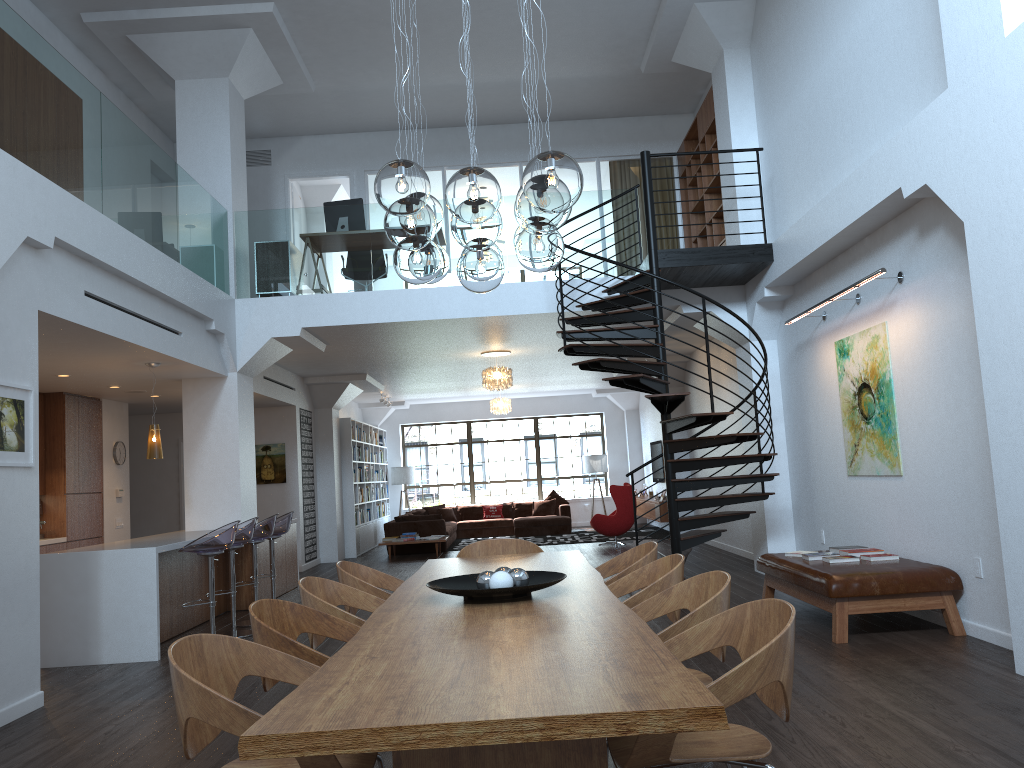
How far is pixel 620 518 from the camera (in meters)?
14.54

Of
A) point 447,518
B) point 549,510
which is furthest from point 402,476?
point 549,510

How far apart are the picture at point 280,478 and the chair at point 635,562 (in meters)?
9.15

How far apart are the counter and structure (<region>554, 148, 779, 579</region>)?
3.75m

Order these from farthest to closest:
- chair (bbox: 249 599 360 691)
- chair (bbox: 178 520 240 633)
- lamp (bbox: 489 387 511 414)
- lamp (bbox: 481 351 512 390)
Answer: lamp (bbox: 489 387 511 414)
lamp (bbox: 481 351 512 390)
chair (bbox: 178 520 240 633)
chair (bbox: 249 599 360 691)

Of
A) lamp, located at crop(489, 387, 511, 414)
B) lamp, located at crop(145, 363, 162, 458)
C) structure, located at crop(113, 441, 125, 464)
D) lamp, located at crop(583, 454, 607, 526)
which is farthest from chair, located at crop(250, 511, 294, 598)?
lamp, located at crop(583, 454, 607, 526)

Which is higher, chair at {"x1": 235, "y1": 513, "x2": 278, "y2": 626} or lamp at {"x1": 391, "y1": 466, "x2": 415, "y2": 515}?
lamp at {"x1": 391, "y1": 466, "x2": 415, "y2": 515}

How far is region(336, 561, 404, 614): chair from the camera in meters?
4.6

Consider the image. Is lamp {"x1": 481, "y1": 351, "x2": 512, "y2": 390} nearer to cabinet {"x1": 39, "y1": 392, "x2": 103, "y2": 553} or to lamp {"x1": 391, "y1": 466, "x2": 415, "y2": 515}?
cabinet {"x1": 39, "y1": 392, "x2": 103, "y2": 553}

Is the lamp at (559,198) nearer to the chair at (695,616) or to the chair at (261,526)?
the chair at (695,616)
